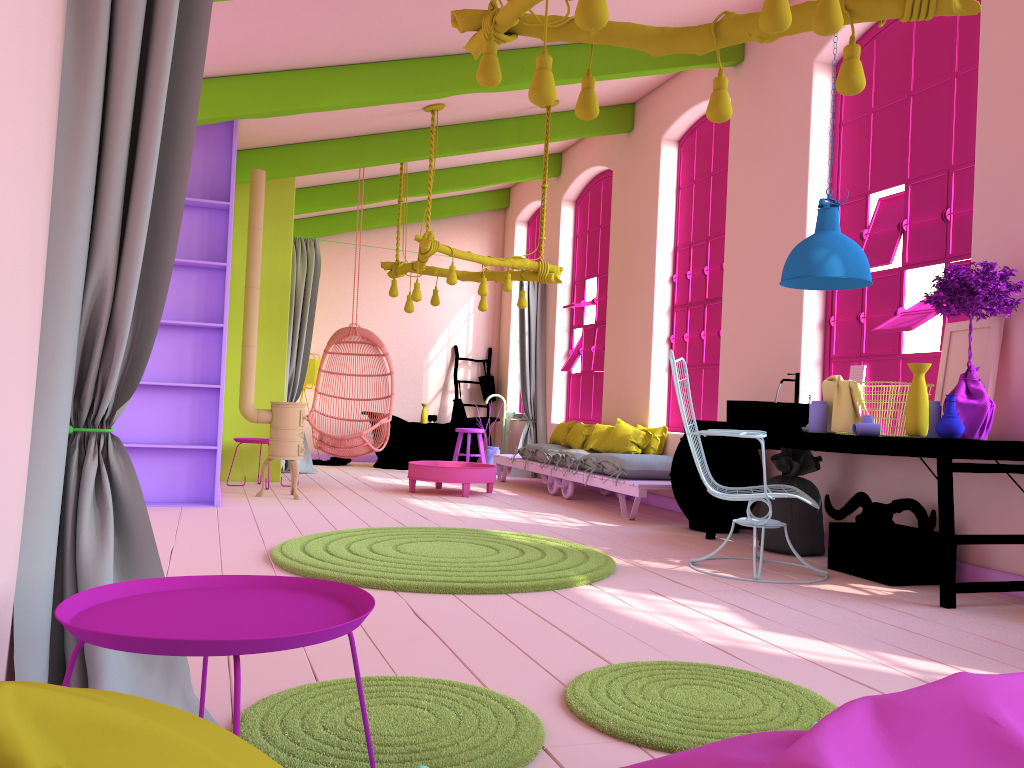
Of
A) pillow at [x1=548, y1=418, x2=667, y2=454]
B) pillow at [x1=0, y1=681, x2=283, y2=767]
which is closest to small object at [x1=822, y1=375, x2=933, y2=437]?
pillow at [x1=548, y1=418, x2=667, y2=454]

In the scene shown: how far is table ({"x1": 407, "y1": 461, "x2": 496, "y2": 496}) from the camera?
8.4 meters

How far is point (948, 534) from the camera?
4.3m

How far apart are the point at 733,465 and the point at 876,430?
1.6m

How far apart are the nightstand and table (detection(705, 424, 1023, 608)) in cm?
339

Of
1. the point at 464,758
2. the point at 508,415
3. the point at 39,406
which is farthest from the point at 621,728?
the point at 508,415

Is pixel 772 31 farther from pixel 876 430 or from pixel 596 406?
pixel 596 406

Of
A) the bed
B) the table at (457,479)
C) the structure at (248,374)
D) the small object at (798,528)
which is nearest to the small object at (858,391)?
the small object at (798,528)

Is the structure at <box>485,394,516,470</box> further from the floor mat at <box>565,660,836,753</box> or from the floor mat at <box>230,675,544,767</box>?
the floor mat at <box>230,675,544,767</box>

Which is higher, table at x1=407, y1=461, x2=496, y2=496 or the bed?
the bed
